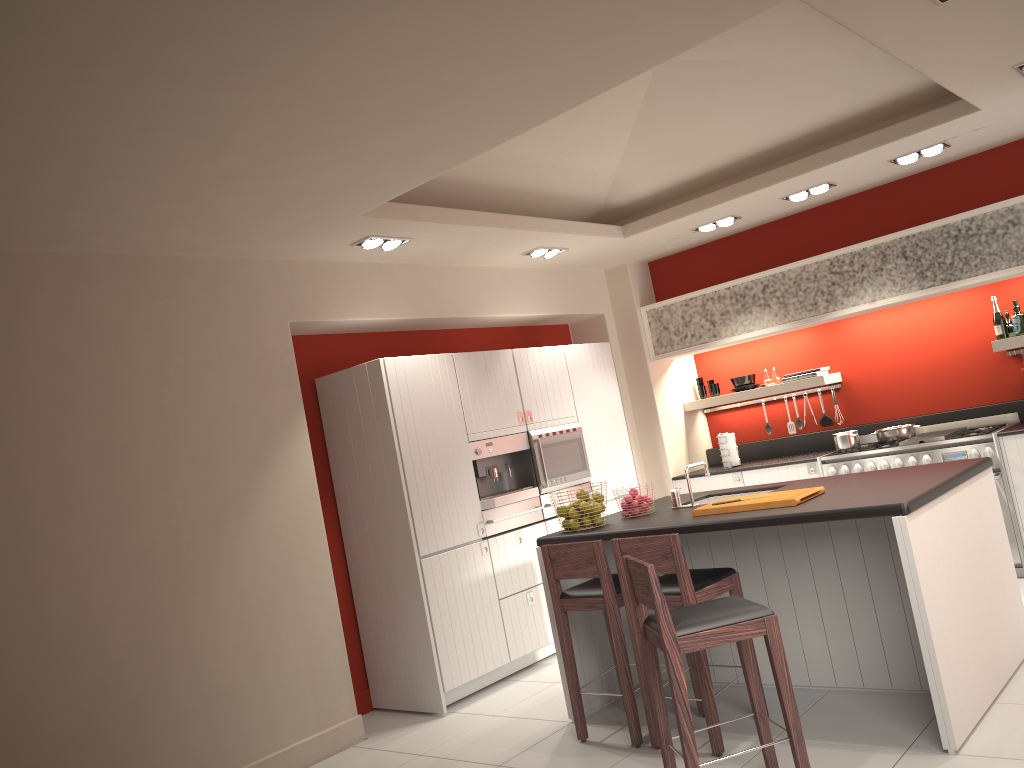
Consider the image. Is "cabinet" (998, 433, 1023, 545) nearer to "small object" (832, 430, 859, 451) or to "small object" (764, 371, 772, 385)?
"small object" (832, 430, 859, 451)

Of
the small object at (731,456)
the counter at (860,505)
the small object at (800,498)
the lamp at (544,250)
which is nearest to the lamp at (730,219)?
the lamp at (544,250)

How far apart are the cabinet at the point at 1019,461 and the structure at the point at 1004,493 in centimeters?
4cm

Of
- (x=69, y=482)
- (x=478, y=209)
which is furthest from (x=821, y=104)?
(x=69, y=482)

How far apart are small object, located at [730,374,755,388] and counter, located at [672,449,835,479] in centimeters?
74cm

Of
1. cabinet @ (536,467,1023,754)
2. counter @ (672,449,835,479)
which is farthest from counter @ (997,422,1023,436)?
cabinet @ (536,467,1023,754)

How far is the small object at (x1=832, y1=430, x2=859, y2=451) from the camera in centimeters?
695cm

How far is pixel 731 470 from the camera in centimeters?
753cm

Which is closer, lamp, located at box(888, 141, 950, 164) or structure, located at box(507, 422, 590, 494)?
lamp, located at box(888, 141, 950, 164)

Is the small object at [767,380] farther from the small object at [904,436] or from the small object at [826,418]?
the small object at [904,436]
